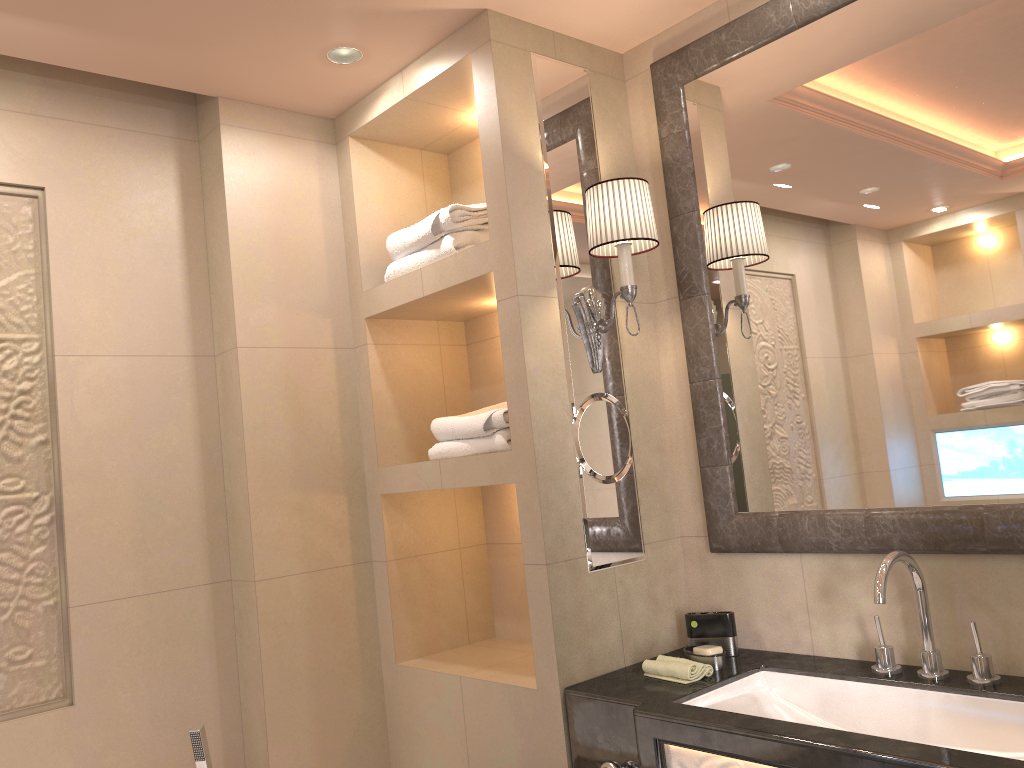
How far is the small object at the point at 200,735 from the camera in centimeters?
218cm

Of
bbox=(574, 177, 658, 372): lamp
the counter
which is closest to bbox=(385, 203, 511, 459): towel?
bbox=(574, 177, 658, 372): lamp

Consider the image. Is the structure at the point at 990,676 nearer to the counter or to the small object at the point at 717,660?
the counter

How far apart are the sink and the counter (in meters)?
0.01

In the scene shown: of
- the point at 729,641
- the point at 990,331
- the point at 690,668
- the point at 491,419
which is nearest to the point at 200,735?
the point at 491,419

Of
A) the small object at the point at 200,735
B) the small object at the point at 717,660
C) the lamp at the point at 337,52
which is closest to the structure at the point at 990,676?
the small object at the point at 717,660

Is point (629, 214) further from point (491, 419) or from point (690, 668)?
point (690, 668)

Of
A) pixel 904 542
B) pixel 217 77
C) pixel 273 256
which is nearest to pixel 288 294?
pixel 273 256

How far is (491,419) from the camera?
2.3m

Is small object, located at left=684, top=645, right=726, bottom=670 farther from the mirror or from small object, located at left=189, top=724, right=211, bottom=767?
small object, located at left=189, top=724, right=211, bottom=767
